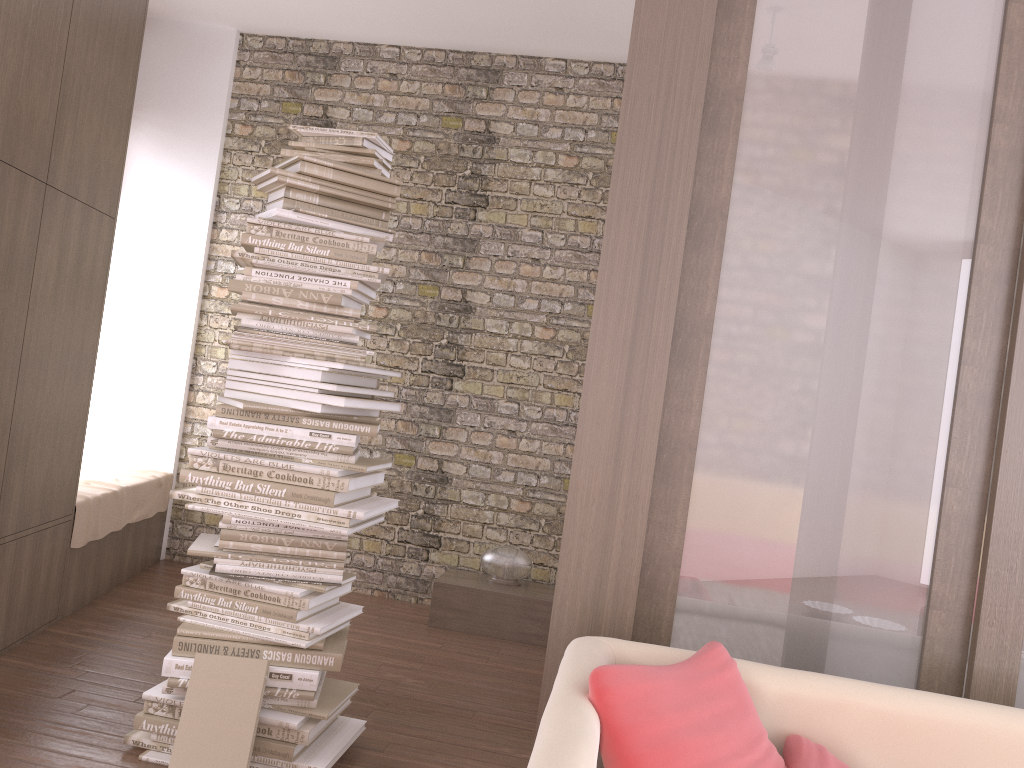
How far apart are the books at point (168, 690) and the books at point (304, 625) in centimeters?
23cm

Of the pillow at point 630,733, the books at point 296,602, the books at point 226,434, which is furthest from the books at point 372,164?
the pillow at point 630,733

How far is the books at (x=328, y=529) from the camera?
2.8 meters

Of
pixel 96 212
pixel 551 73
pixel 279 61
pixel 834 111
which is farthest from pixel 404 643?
pixel 279 61

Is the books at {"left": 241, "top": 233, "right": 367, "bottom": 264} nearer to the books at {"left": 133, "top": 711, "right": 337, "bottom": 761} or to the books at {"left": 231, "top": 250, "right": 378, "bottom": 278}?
the books at {"left": 231, "top": 250, "right": 378, "bottom": 278}

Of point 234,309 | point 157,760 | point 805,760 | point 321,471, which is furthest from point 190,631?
point 805,760

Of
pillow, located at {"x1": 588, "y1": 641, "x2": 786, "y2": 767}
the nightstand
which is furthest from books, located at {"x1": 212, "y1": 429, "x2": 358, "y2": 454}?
the nightstand

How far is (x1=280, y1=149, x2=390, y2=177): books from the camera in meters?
2.9

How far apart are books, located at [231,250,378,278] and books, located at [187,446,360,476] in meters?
0.6 m

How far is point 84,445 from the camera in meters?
5.3
